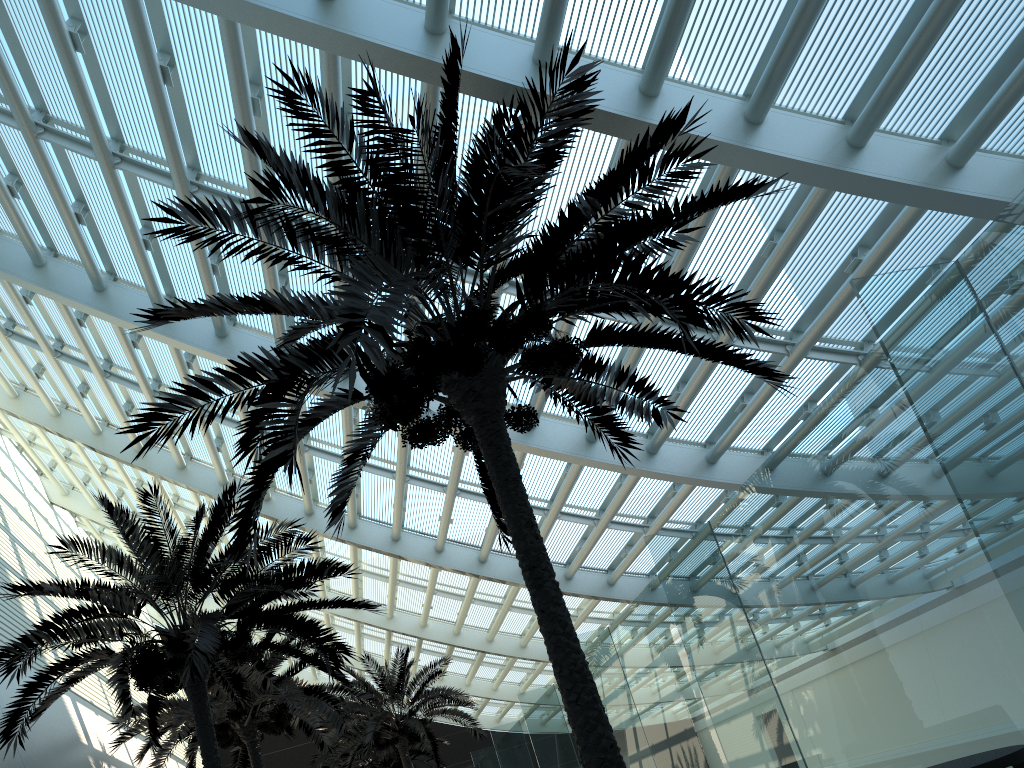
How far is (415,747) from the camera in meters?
29.8 m

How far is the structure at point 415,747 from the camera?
29.82m

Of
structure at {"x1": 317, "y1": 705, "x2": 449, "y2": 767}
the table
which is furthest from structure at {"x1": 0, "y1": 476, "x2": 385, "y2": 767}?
structure at {"x1": 317, "y1": 705, "x2": 449, "y2": 767}

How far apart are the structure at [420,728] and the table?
19.7 meters

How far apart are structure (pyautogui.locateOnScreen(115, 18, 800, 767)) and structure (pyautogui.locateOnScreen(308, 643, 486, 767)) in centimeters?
1444cm

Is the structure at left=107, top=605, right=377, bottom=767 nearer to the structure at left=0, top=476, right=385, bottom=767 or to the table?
the structure at left=0, top=476, right=385, bottom=767

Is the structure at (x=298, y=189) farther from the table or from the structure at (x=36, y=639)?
the table

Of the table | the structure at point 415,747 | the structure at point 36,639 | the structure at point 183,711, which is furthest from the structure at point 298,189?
the structure at point 415,747

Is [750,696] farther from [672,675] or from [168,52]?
[168,52]

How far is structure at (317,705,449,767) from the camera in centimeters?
2982cm
